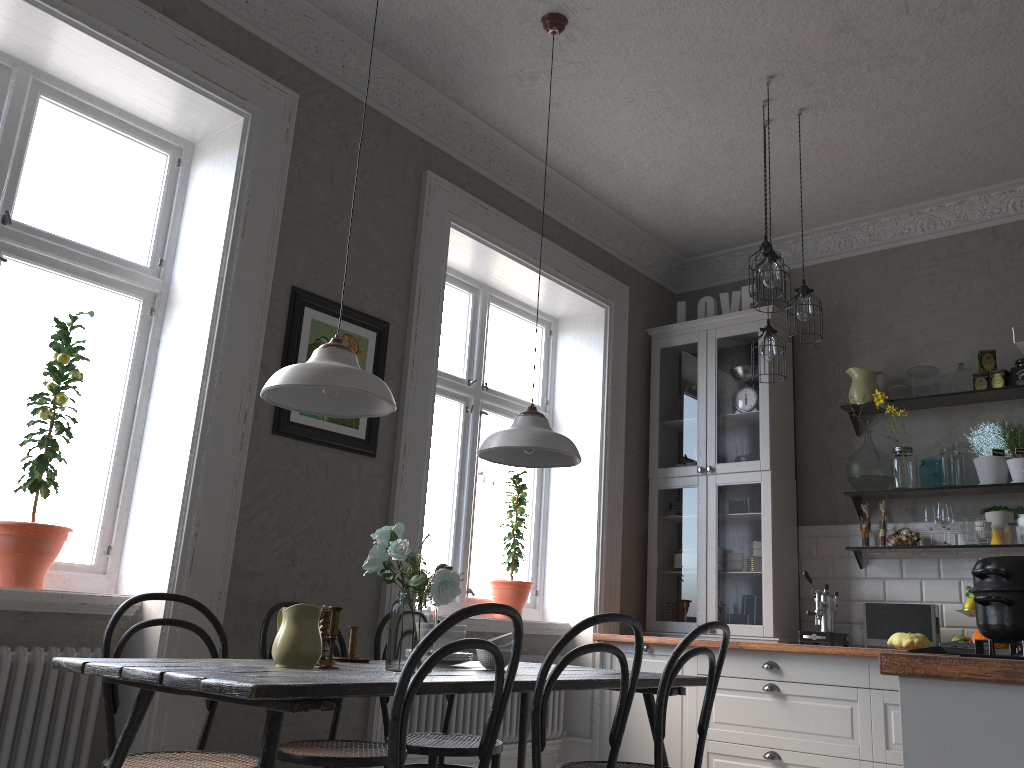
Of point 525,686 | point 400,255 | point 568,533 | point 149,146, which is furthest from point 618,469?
point 149,146

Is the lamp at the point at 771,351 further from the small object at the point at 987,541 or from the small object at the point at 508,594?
the small object at the point at 508,594

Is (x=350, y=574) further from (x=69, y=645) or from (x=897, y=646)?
(x=897, y=646)

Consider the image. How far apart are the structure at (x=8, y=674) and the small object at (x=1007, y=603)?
2.68m

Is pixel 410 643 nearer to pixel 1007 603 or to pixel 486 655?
pixel 486 655

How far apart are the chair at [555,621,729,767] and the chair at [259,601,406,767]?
0.62m

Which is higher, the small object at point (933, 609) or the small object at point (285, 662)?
the small object at point (933, 609)

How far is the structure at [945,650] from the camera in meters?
1.5 m

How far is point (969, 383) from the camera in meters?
4.6 m

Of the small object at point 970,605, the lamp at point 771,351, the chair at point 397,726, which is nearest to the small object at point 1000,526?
the small object at point 970,605
